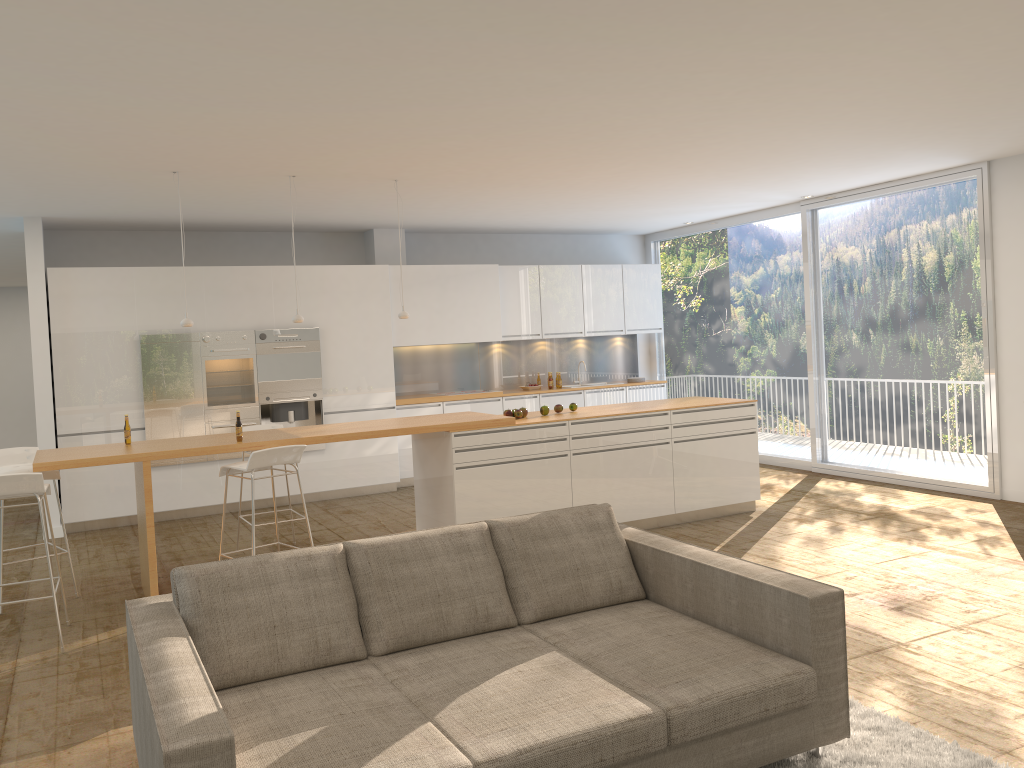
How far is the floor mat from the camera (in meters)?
3.25

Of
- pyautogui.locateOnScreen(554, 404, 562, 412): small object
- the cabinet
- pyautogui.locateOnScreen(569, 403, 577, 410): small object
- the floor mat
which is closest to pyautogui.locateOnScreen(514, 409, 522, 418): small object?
pyautogui.locateOnScreen(554, 404, 562, 412): small object

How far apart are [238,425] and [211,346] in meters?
3.3 m

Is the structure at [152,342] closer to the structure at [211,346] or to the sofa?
the structure at [211,346]

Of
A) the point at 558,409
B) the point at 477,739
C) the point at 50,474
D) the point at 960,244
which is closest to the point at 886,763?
the point at 477,739

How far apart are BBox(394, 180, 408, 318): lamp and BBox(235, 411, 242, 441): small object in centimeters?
178cm

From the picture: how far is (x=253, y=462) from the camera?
5.57m

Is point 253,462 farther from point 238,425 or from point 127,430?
point 127,430

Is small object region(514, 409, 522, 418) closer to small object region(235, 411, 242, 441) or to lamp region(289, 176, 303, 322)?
lamp region(289, 176, 303, 322)

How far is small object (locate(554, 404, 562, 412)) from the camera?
7.53m
